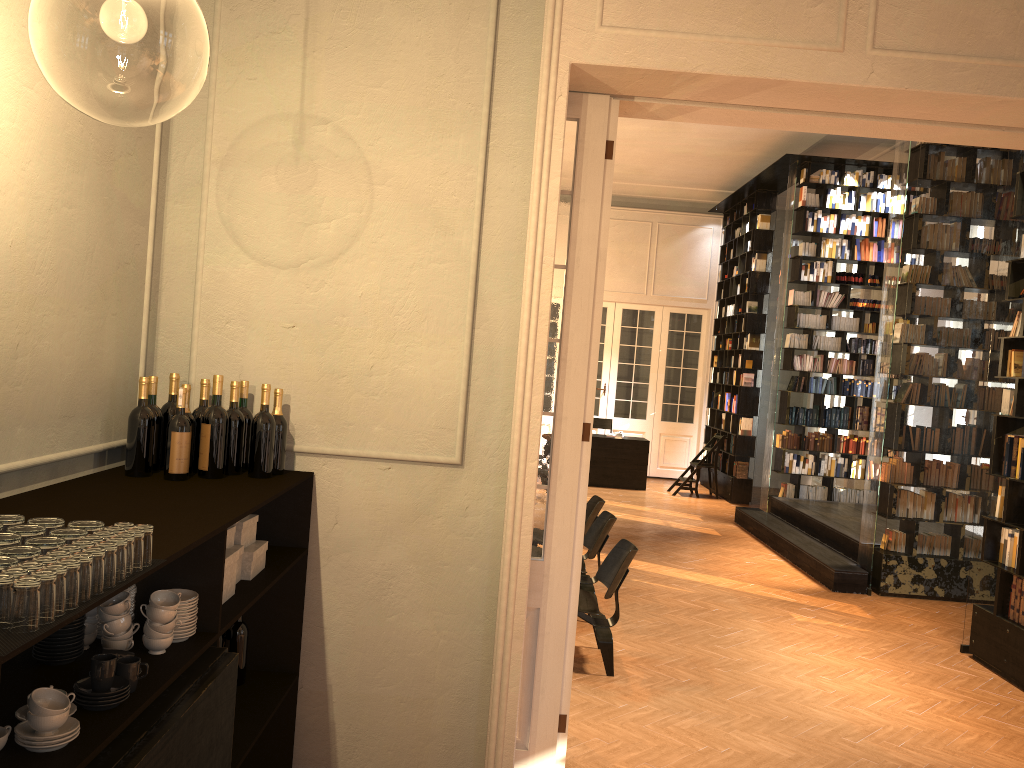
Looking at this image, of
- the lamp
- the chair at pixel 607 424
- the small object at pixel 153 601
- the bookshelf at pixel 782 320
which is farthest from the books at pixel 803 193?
the small object at pixel 153 601

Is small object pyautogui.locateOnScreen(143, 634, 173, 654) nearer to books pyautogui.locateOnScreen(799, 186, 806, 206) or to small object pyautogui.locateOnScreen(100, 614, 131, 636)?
small object pyautogui.locateOnScreen(100, 614, 131, 636)

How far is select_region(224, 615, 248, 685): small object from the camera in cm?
364

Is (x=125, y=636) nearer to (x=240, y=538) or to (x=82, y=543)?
(x=82, y=543)

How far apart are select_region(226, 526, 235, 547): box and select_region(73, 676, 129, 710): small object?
1.1 meters

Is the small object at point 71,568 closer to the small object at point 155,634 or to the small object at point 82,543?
the small object at point 82,543

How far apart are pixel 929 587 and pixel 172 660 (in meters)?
7.95

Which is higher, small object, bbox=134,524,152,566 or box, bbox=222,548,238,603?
small object, bbox=134,524,152,566

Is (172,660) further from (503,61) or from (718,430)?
(718,430)

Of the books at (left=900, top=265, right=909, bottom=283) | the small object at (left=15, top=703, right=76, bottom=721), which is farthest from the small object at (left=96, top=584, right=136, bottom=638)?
the books at (left=900, top=265, right=909, bottom=283)
